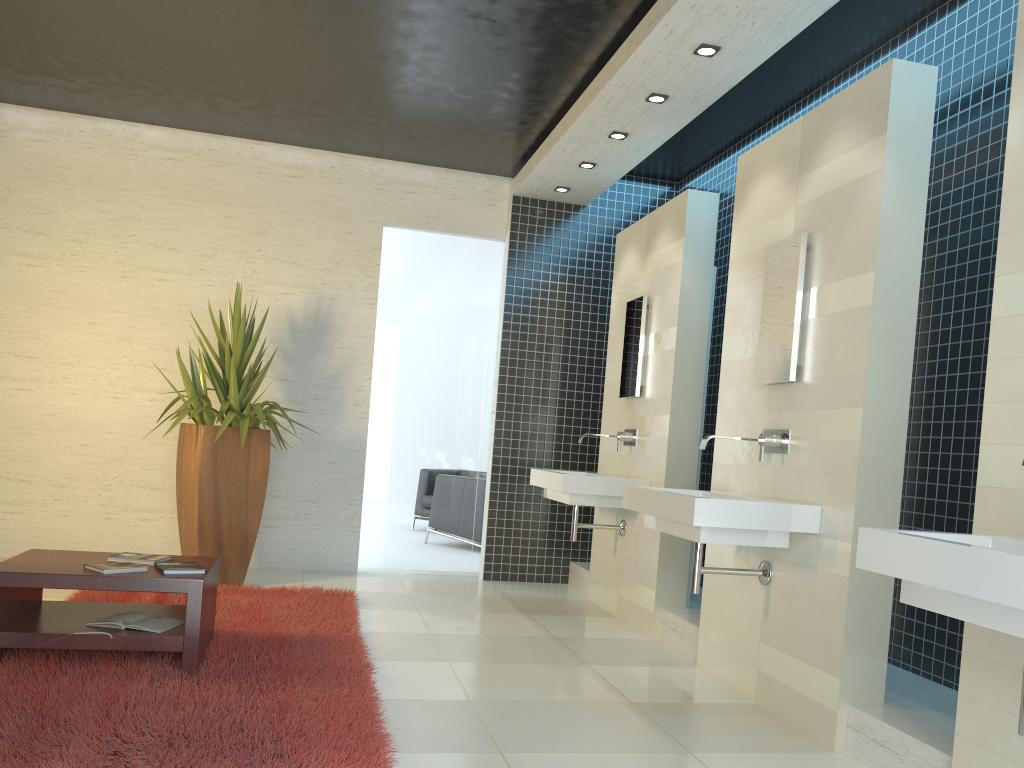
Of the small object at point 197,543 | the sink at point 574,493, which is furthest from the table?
the sink at point 574,493

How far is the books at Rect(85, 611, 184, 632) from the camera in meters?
3.7 m

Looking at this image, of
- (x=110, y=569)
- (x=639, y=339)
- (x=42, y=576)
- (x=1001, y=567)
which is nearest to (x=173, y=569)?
(x=110, y=569)

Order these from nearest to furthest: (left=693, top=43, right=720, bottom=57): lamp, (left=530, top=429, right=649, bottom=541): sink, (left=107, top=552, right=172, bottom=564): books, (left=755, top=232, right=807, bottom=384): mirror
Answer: (left=107, top=552, right=172, bottom=564): books → (left=755, top=232, right=807, bottom=384): mirror → (left=693, top=43, right=720, bottom=57): lamp → (left=530, top=429, right=649, bottom=541): sink

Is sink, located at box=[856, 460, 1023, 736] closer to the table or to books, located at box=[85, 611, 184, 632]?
the table

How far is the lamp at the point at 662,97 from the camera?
5.08m

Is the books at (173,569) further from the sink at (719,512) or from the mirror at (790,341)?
the mirror at (790,341)

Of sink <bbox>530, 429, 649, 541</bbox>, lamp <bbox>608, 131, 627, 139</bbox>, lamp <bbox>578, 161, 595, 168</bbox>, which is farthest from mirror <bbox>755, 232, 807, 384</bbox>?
lamp <bbox>578, 161, 595, 168</bbox>

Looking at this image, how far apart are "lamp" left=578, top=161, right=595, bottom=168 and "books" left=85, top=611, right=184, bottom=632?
4.1 meters

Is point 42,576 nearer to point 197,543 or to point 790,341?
point 197,543
